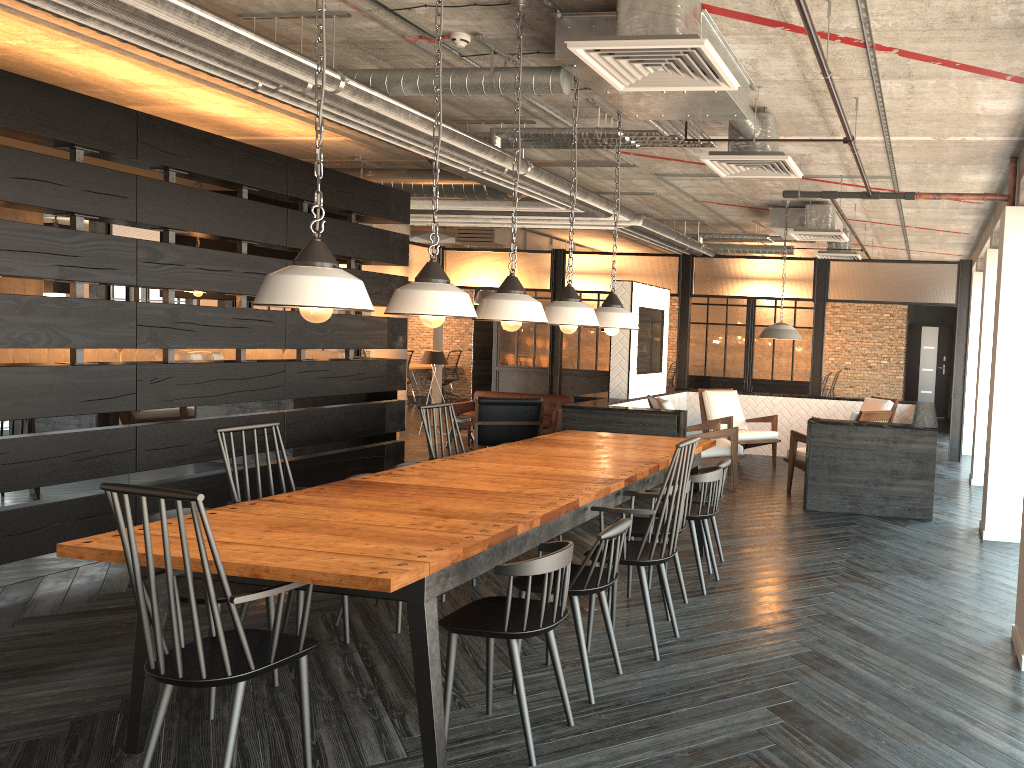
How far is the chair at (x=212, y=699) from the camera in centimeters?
352cm

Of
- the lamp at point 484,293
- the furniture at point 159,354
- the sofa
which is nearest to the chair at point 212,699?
the furniture at point 159,354

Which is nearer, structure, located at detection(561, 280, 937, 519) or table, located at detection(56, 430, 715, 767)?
table, located at detection(56, 430, 715, 767)

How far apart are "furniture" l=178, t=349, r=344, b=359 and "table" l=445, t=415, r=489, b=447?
3.1m

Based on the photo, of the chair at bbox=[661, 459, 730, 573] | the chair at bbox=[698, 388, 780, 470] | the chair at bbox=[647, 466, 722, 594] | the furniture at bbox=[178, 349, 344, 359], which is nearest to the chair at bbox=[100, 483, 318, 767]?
the chair at bbox=[647, 466, 722, 594]

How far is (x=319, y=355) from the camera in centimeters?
829cm

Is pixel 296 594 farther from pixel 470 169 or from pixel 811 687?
pixel 470 169

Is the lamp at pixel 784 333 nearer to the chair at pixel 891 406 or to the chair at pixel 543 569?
the chair at pixel 891 406

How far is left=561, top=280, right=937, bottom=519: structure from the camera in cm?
684

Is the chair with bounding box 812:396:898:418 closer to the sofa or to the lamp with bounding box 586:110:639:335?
the sofa
